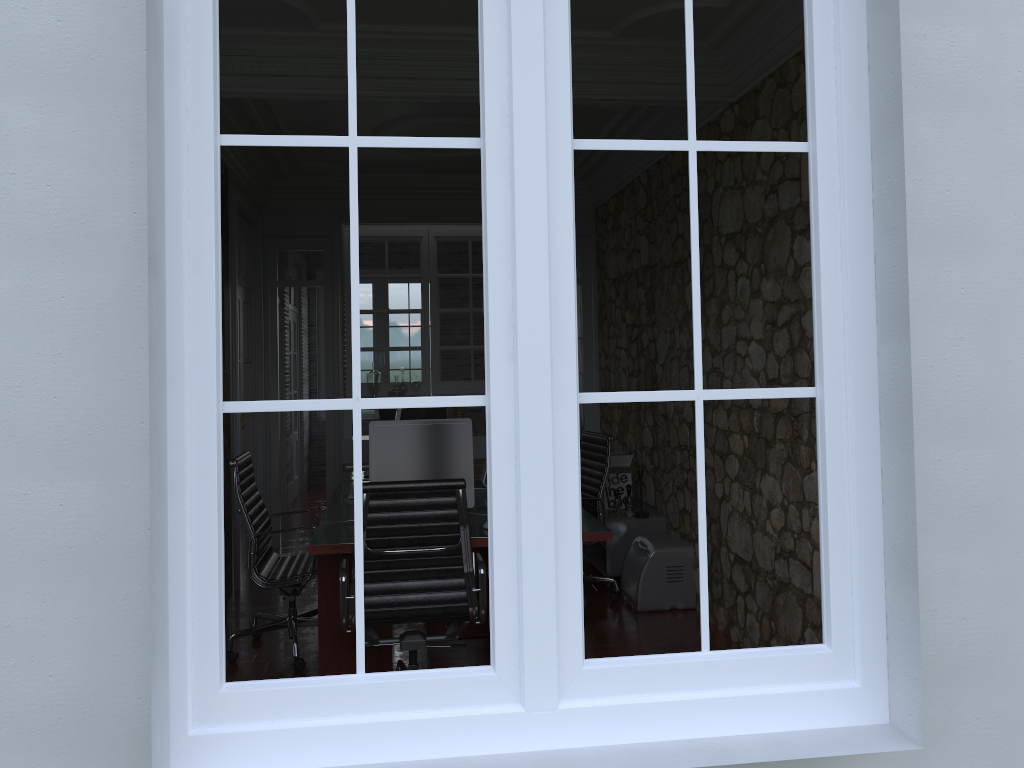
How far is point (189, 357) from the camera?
1.77m

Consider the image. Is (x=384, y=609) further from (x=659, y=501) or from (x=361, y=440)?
(x=659, y=501)

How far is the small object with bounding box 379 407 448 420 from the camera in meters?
5.7 m

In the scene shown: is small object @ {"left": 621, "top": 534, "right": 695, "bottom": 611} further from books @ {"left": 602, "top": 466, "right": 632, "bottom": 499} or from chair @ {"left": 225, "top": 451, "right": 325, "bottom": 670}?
chair @ {"left": 225, "top": 451, "right": 325, "bottom": 670}

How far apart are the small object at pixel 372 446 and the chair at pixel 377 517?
0.3 meters

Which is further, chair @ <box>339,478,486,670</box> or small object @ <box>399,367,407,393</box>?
small object @ <box>399,367,407,393</box>

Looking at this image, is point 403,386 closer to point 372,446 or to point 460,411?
point 460,411

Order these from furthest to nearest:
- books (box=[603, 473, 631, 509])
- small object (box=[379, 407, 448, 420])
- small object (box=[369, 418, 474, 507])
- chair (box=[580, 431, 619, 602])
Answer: books (box=[603, 473, 631, 509]) → small object (box=[379, 407, 448, 420]) → chair (box=[580, 431, 619, 602]) → small object (box=[369, 418, 474, 507])

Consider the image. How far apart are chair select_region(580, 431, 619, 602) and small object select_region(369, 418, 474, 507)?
1.27m

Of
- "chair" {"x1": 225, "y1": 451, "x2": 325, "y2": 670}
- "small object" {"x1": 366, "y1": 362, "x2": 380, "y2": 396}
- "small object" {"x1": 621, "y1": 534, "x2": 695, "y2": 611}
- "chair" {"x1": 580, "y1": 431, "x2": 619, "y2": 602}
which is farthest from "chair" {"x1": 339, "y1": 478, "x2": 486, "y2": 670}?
"small object" {"x1": 366, "y1": 362, "x2": 380, "y2": 396}
